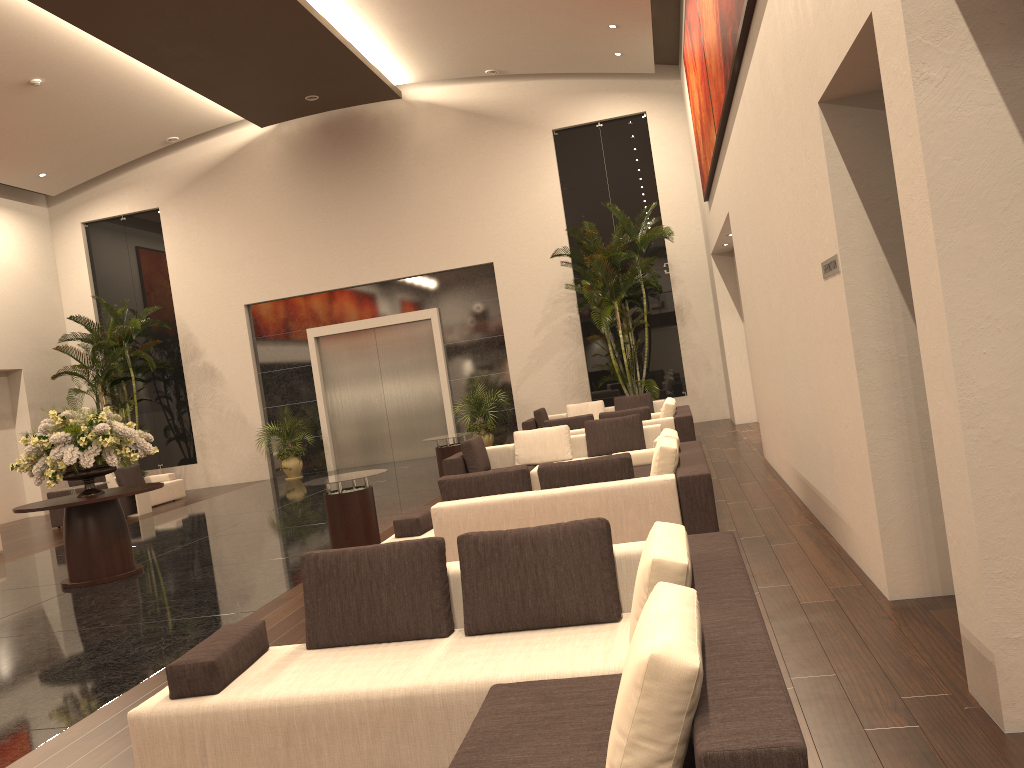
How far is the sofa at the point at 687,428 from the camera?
11.8m

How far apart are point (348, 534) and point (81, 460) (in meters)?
3.03

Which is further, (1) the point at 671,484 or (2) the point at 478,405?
(2) the point at 478,405

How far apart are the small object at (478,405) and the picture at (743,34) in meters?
8.9

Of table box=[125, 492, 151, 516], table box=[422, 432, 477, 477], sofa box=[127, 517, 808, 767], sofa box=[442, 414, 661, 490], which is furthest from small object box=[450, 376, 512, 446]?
sofa box=[127, 517, 808, 767]

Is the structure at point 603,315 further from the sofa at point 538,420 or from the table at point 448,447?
the table at point 448,447

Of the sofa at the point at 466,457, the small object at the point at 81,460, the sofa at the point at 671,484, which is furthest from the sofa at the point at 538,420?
the small object at the point at 81,460

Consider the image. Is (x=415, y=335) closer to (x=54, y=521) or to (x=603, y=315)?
(x=603, y=315)

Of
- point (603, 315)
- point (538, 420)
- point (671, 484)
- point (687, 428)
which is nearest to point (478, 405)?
point (538, 420)

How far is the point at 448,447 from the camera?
12.8m
